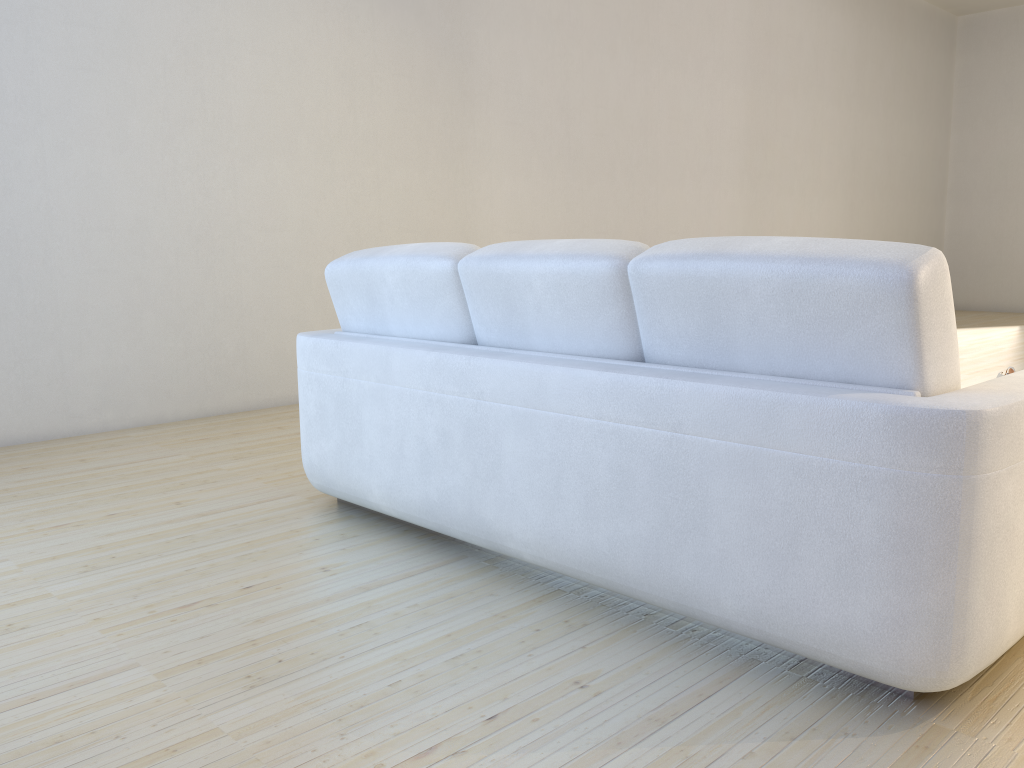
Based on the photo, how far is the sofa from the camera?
1.5m

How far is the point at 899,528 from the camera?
1.5 meters

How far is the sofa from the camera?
1.5 meters

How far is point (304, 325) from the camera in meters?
4.9 m

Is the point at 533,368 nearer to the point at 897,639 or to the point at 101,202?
the point at 897,639

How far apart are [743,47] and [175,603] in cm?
707
